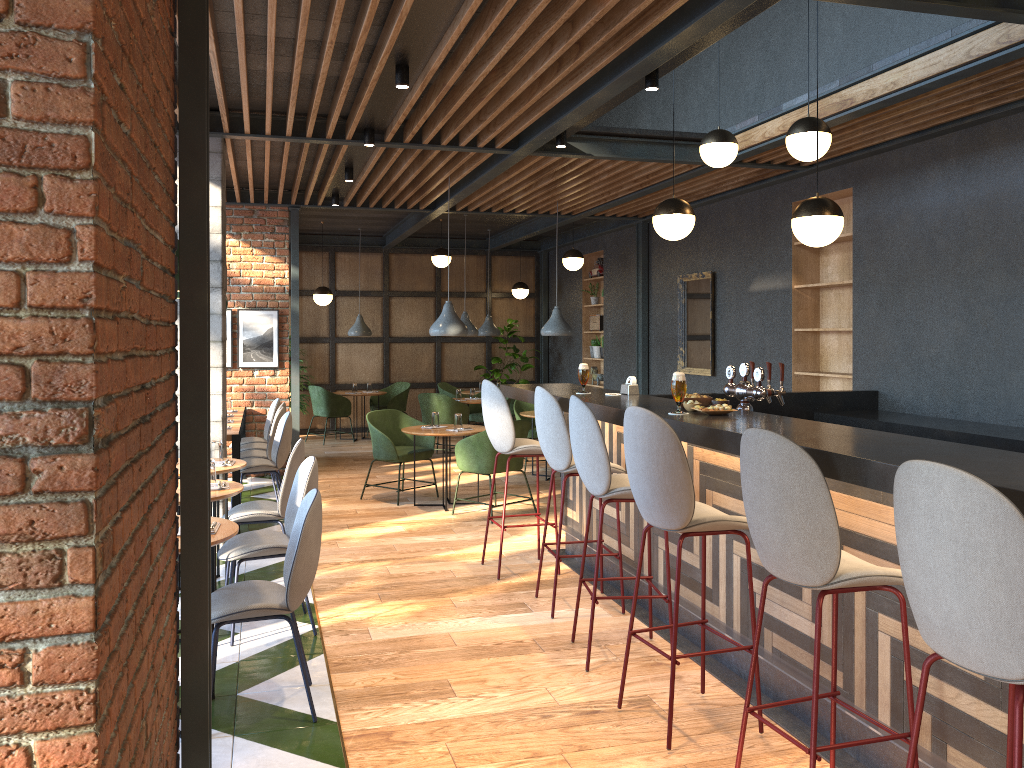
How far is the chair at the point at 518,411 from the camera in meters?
10.2

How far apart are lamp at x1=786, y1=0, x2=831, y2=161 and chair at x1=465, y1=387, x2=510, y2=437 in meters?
7.0

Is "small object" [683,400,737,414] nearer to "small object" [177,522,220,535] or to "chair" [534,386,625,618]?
"chair" [534,386,625,618]

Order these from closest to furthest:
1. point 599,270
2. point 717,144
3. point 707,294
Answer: point 717,144 < point 707,294 < point 599,270

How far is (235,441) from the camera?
6.9m

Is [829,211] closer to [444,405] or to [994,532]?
[994,532]

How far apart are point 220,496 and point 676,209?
3.2 meters

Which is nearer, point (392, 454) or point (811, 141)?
point (811, 141)

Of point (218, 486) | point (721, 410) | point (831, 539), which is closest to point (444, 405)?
point (218, 486)

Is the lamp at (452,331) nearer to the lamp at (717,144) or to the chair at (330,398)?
the lamp at (717,144)
